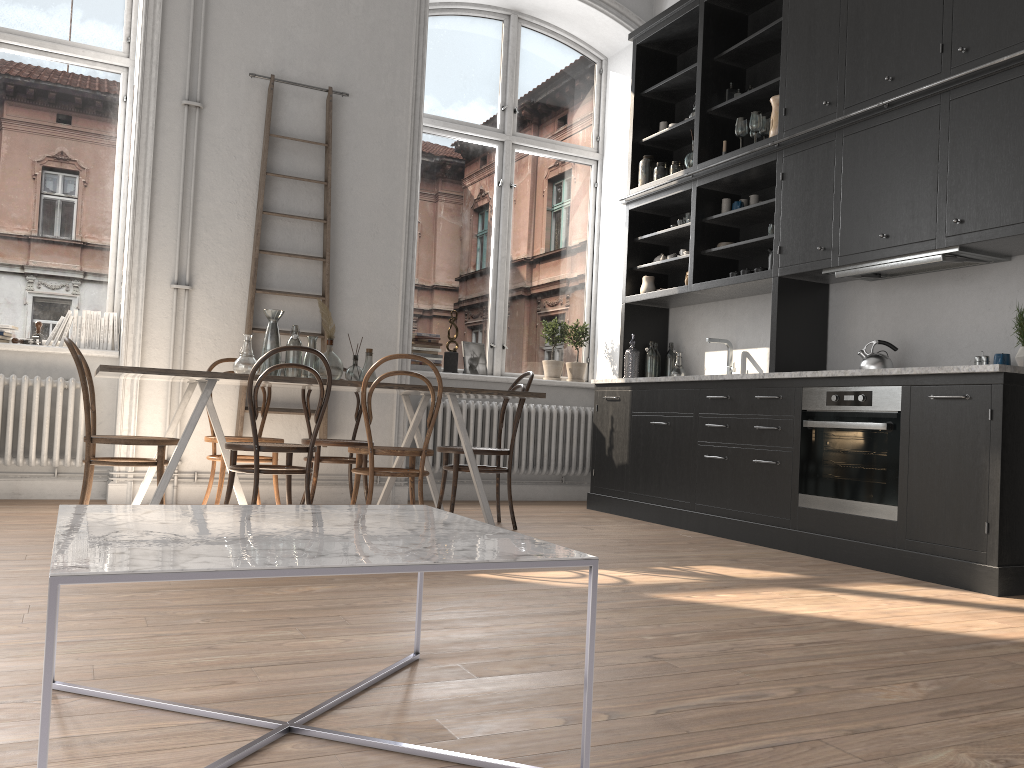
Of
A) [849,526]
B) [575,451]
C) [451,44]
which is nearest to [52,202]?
[451,44]

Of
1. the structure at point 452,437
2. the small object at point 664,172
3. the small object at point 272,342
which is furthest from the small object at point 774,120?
the small object at point 272,342

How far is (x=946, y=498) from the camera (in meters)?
3.85

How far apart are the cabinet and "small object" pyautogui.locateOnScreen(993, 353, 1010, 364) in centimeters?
43cm

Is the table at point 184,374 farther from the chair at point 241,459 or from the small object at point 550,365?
the small object at point 550,365

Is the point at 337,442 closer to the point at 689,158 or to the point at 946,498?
the point at 689,158

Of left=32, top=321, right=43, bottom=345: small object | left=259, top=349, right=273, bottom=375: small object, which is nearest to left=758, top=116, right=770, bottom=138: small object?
left=259, top=349, right=273, bottom=375: small object

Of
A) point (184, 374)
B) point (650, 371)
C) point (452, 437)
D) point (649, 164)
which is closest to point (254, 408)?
point (184, 374)

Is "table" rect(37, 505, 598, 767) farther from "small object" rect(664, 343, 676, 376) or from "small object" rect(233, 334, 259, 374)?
"small object" rect(664, 343, 676, 376)

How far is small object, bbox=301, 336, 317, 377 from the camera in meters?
4.9 m
